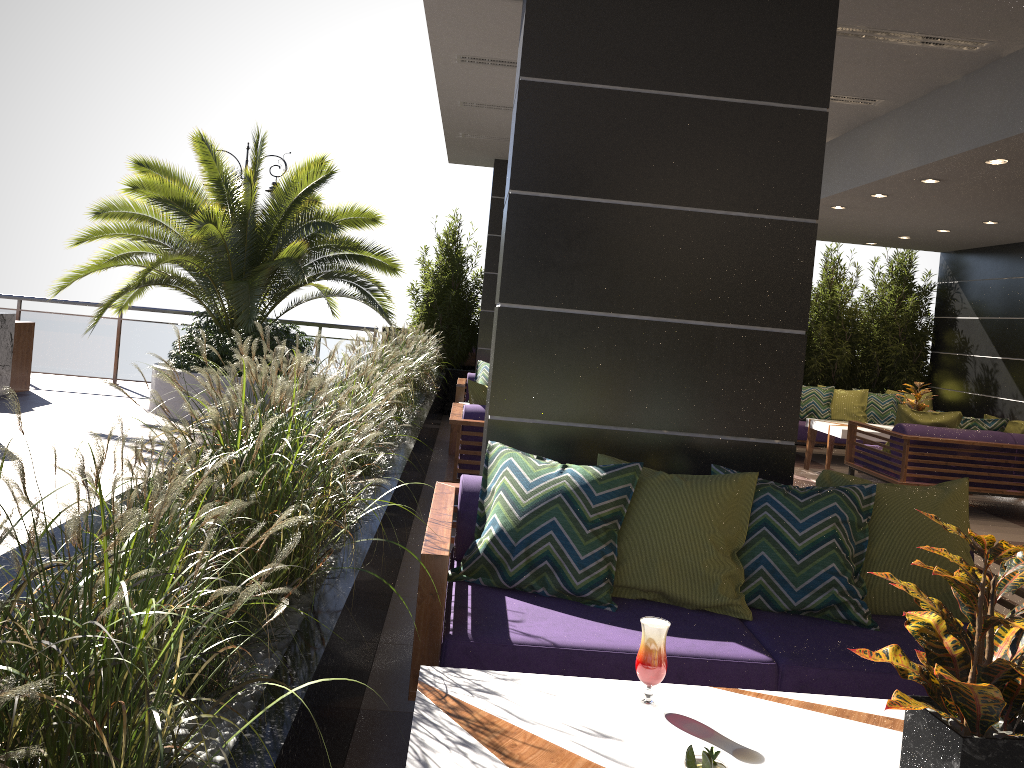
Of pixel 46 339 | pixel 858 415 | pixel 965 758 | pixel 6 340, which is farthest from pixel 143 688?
pixel 46 339

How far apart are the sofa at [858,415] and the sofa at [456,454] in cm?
498

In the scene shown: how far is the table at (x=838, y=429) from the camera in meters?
9.0

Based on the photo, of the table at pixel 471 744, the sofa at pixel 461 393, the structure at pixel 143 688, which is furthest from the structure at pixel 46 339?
the table at pixel 471 744

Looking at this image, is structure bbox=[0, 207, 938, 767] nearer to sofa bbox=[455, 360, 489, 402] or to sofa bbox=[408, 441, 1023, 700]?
sofa bbox=[408, 441, 1023, 700]

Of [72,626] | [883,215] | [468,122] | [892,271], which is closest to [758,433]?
[72,626]

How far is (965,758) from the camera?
1.55m

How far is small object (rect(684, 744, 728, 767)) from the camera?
1.3 meters

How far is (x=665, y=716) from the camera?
1.9m

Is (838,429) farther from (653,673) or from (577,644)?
(653,673)
